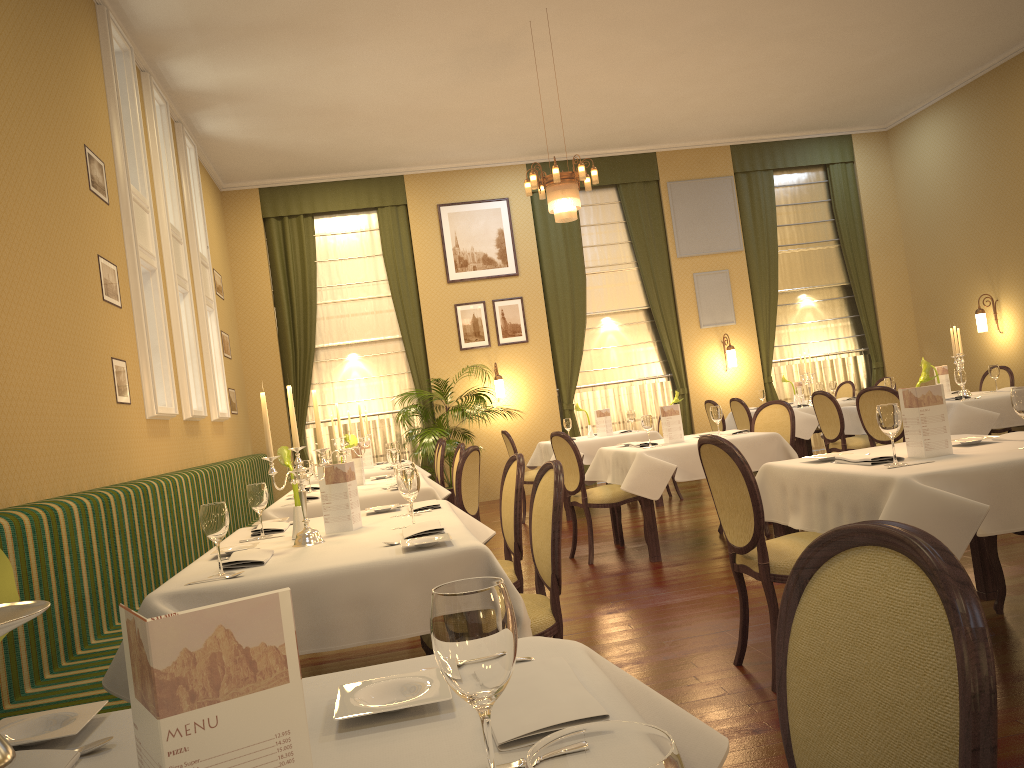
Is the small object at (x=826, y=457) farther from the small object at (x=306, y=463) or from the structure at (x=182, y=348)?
the structure at (x=182, y=348)

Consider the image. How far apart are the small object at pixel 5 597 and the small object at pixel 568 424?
8.40m

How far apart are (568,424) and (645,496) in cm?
309

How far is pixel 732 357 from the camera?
11.9 meters

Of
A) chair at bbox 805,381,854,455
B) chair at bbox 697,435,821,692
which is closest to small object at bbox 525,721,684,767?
chair at bbox 697,435,821,692

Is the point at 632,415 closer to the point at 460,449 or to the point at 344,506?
the point at 460,449

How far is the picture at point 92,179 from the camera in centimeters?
567cm

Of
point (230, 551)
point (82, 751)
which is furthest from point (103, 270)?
point (82, 751)

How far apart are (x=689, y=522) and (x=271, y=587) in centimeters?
541cm

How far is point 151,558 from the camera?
5.2 meters
